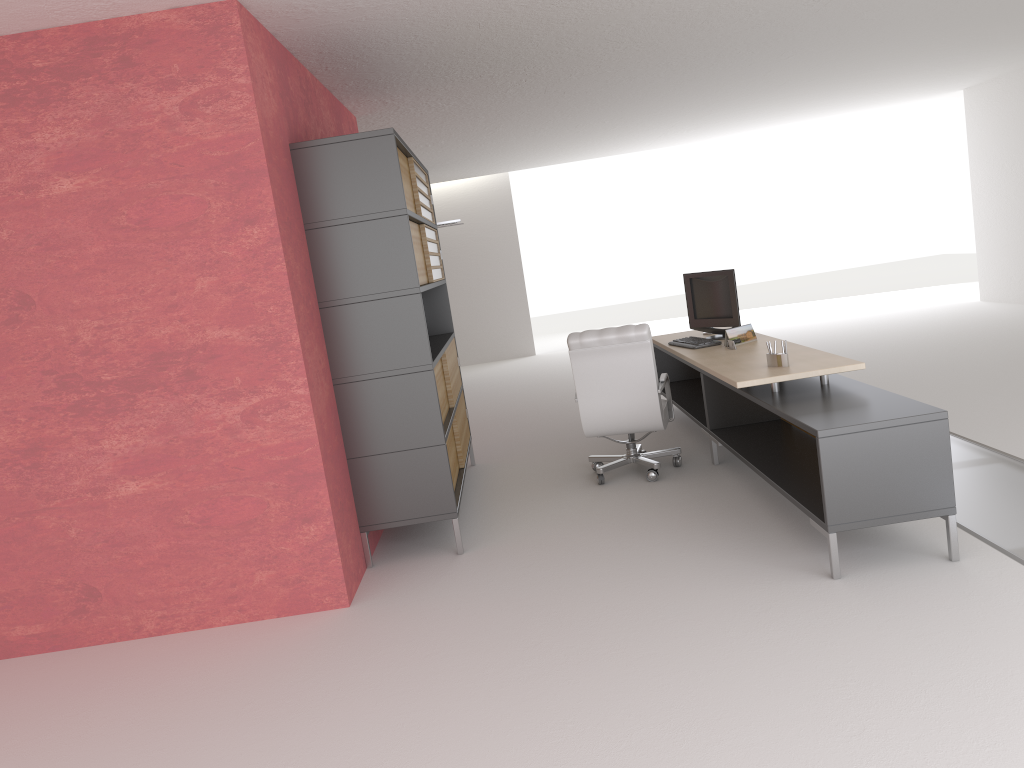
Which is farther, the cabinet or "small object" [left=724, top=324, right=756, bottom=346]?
"small object" [left=724, top=324, right=756, bottom=346]

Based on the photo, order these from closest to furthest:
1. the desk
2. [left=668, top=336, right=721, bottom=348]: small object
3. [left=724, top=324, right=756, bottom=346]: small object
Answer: the desk
[left=724, top=324, right=756, bottom=346]: small object
[left=668, top=336, right=721, bottom=348]: small object

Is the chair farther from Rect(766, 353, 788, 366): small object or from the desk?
Rect(766, 353, 788, 366): small object

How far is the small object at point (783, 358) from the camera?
7.50m

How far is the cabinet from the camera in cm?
731

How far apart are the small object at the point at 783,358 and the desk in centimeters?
6cm

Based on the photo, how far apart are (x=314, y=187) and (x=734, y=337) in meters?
4.6 m

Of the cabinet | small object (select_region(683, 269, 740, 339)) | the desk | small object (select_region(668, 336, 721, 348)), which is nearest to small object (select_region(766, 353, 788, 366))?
the desk

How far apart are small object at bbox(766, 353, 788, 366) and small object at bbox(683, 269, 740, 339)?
2.2m

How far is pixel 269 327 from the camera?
6.60m
